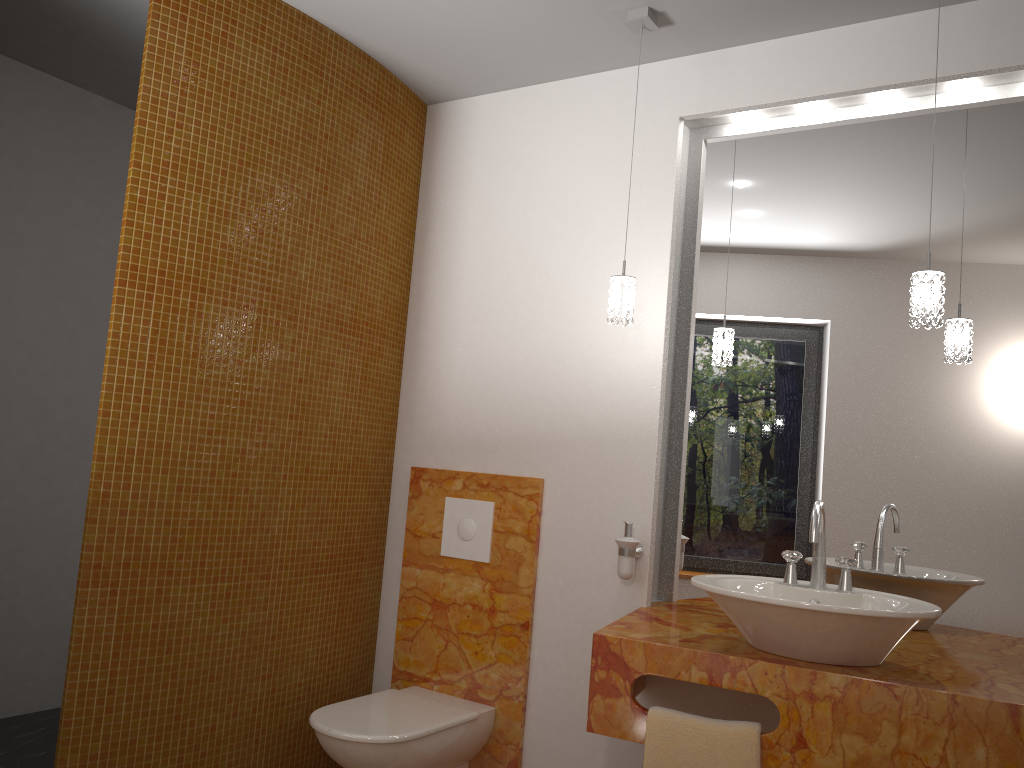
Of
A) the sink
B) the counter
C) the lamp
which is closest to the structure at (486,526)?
the counter

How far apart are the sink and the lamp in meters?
0.5 m

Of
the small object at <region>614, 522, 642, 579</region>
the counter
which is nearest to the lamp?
the small object at <region>614, 522, 642, 579</region>

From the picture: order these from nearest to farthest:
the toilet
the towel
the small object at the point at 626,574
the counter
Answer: the counter → the towel → the toilet → the small object at the point at 626,574

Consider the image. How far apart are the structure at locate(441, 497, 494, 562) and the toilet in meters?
0.5

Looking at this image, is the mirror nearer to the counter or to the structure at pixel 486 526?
the counter

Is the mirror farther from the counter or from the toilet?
the toilet

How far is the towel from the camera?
2.0m

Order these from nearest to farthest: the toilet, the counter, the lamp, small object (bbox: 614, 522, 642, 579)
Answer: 1. the counter
2. the lamp
3. the toilet
4. small object (bbox: 614, 522, 642, 579)

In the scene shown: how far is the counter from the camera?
1.80m
